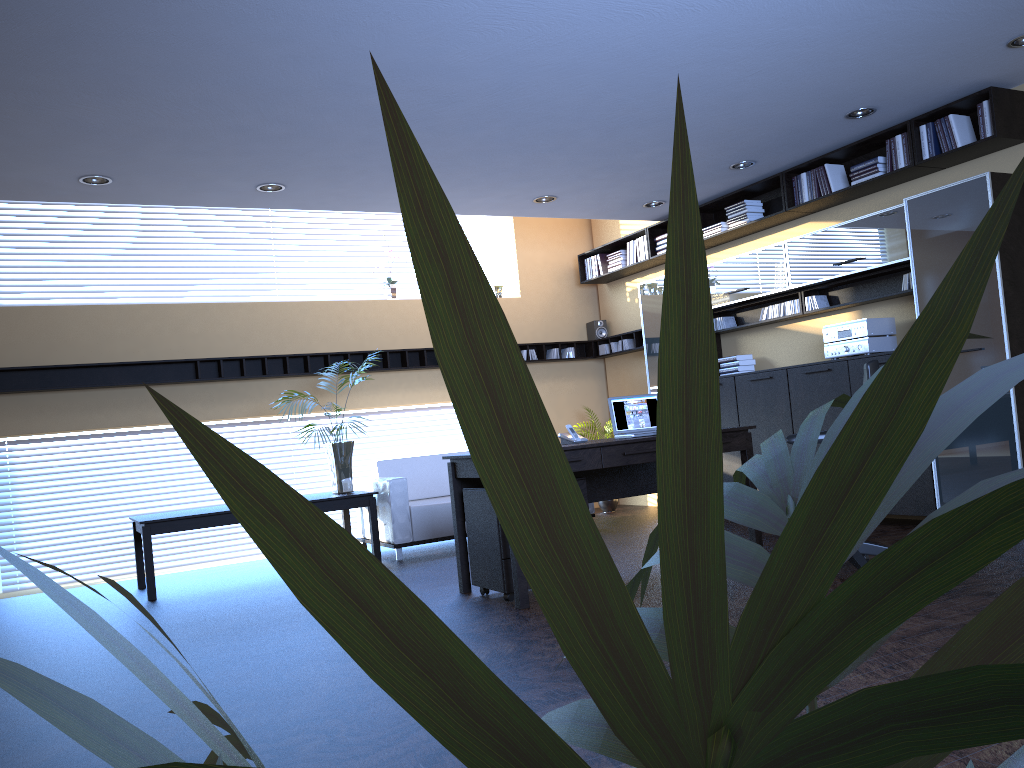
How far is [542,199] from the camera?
8.0m

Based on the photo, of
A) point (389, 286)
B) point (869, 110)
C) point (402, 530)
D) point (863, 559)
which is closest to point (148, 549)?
point (402, 530)

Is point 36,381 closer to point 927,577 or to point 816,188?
point 816,188

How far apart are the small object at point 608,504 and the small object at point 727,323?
2.4 meters

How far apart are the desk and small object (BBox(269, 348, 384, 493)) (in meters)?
2.30

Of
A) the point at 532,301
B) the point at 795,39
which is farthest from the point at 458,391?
the point at 532,301

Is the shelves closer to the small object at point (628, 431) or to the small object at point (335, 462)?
the small object at point (335, 462)

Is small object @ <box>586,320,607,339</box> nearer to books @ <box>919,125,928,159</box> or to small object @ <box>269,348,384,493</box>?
small object @ <box>269,348,384,493</box>

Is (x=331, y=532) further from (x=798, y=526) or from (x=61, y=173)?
(x=61, y=173)

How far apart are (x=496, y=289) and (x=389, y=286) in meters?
1.3 m
